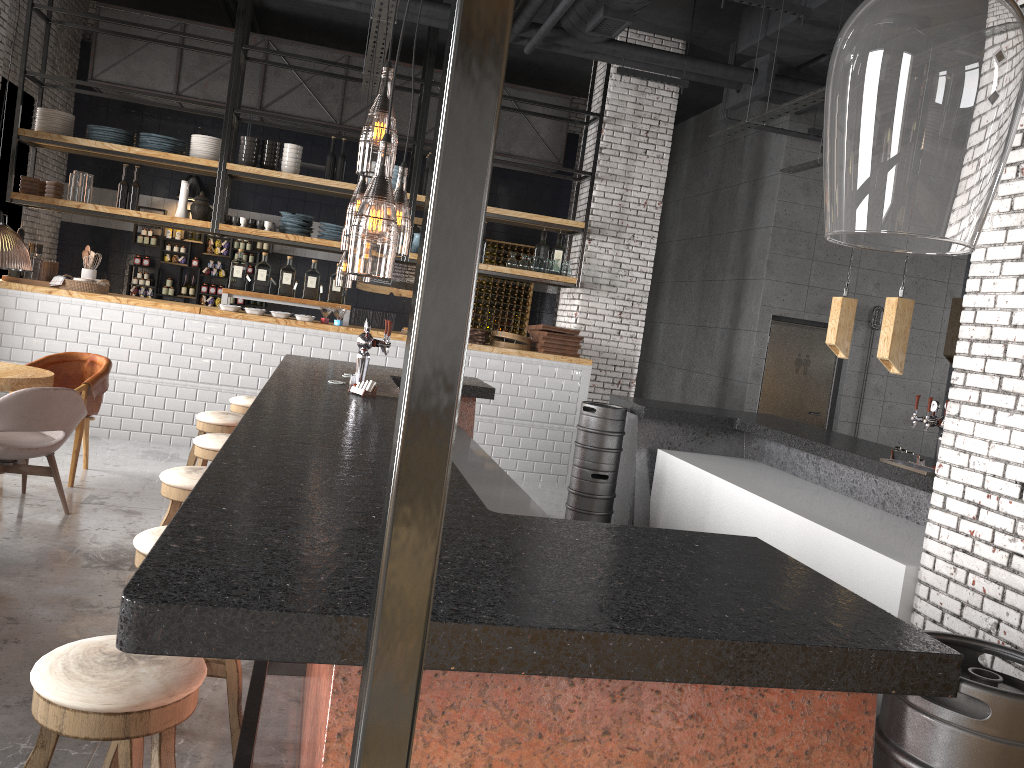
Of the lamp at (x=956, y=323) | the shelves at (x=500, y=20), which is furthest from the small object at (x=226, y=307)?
the shelves at (x=500, y=20)

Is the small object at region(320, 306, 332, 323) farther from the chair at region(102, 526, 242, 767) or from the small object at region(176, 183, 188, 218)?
the chair at region(102, 526, 242, 767)

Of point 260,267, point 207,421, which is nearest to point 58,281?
point 260,267

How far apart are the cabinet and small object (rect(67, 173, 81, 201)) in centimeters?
259cm

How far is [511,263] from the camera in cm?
948

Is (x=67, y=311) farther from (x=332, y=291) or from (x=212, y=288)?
(x=212, y=288)

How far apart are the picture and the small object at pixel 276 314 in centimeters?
399cm

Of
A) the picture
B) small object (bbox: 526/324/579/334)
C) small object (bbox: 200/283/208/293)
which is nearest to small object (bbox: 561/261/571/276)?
small object (bbox: 526/324/579/334)

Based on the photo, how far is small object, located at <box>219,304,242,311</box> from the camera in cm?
840

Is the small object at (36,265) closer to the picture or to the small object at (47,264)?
the small object at (47,264)
